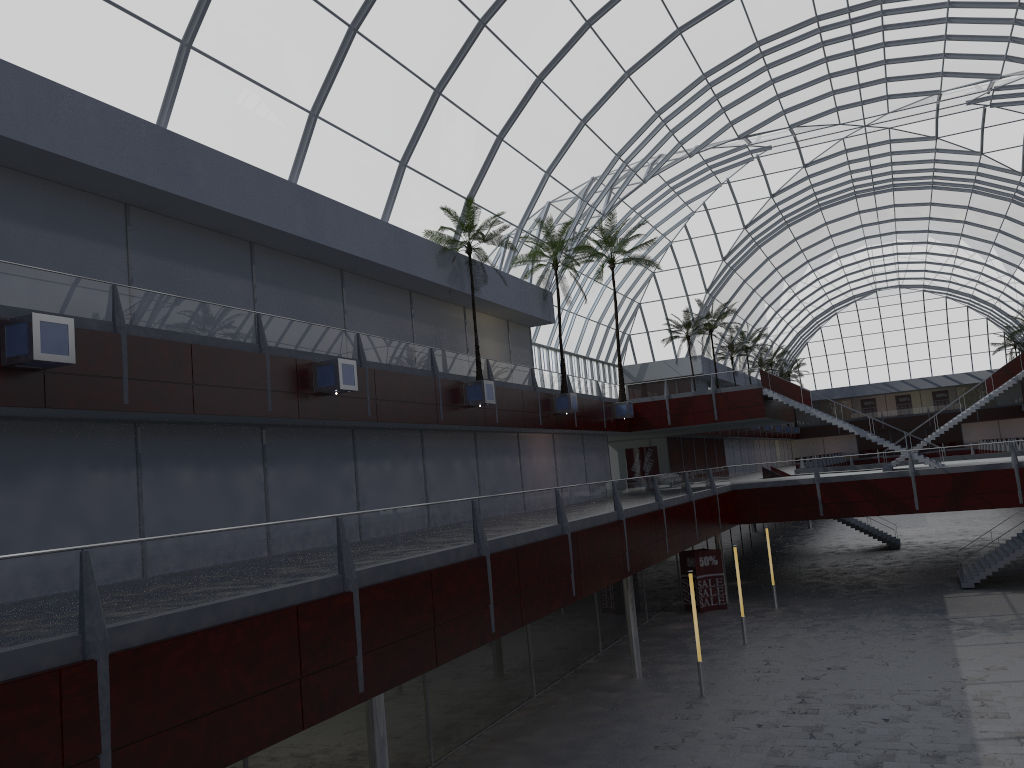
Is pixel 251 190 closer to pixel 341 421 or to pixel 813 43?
pixel 341 421
